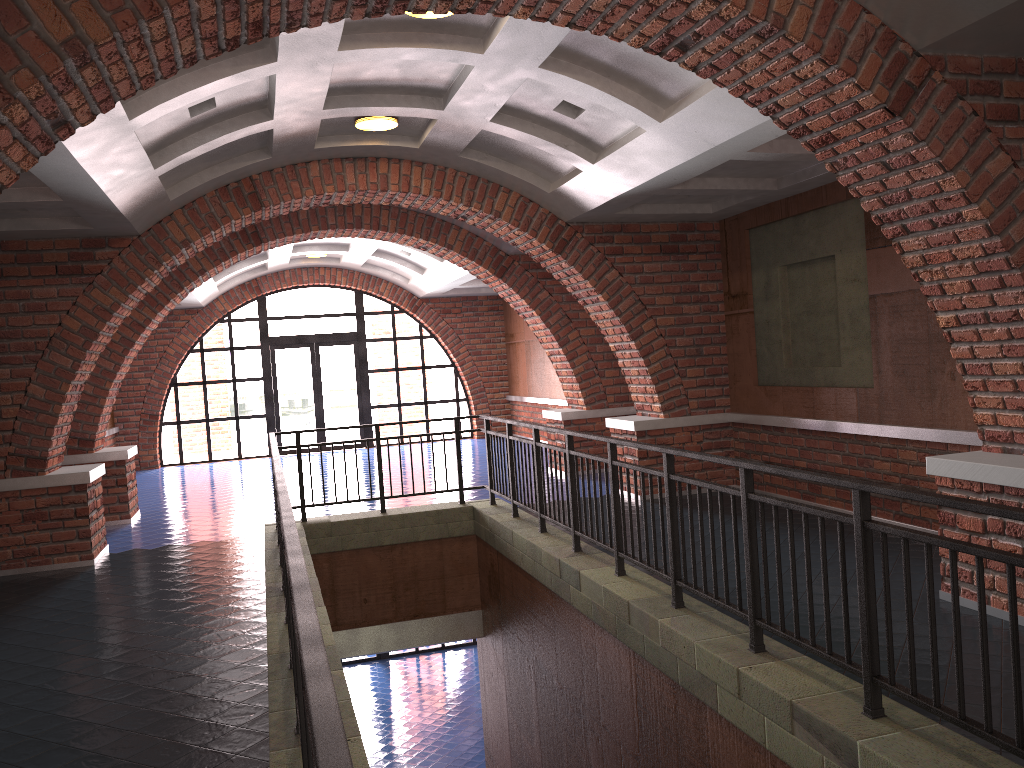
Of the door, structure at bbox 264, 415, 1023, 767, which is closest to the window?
the door

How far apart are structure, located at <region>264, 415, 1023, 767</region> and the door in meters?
9.3 m

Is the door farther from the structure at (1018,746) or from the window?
the structure at (1018,746)

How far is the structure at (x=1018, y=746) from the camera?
2.80m

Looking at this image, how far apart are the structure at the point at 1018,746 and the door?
9.3m

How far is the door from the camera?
18.0m

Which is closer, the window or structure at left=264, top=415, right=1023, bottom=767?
structure at left=264, top=415, right=1023, bottom=767

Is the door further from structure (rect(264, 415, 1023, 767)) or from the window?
structure (rect(264, 415, 1023, 767))

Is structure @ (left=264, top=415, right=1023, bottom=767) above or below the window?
below

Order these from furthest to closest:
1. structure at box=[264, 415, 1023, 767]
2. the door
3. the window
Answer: the door < the window < structure at box=[264, 415, 1023, 767]
